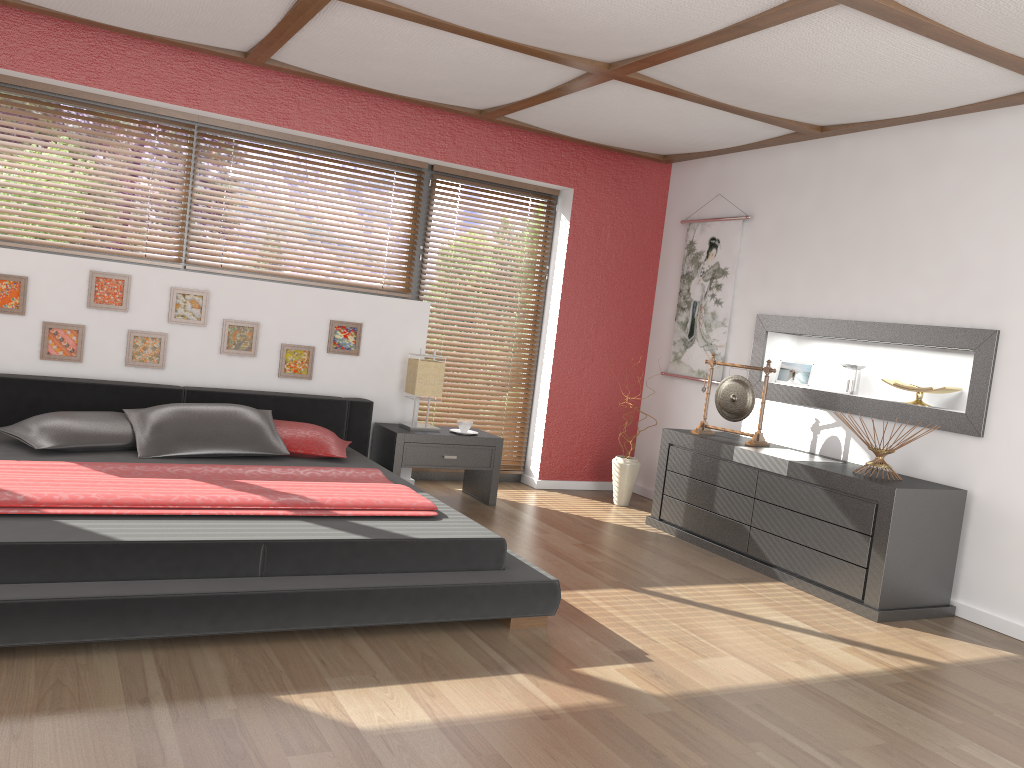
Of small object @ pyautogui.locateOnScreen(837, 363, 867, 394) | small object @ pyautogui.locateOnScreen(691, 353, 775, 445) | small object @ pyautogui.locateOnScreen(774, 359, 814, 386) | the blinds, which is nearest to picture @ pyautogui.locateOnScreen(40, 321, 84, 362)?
the blinds

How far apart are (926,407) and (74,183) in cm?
466

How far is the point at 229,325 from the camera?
5.1m

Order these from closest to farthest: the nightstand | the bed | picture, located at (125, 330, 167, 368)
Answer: the bed, picture, located at (125, 330, 167, 368), the nightstand

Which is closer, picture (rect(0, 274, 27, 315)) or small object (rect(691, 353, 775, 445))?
picture (rect(0, 274, 27, 315))

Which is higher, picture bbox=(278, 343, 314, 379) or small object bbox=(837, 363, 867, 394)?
small object bbox=(837, 363, 867, 394)

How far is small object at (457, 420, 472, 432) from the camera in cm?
544

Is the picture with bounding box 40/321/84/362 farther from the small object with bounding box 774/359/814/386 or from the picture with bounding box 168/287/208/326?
the small object with bounding box 774/359/814/386

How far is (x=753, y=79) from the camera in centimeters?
395cm

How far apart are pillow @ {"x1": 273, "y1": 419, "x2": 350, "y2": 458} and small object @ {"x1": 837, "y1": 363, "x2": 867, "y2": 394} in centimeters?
286cm
